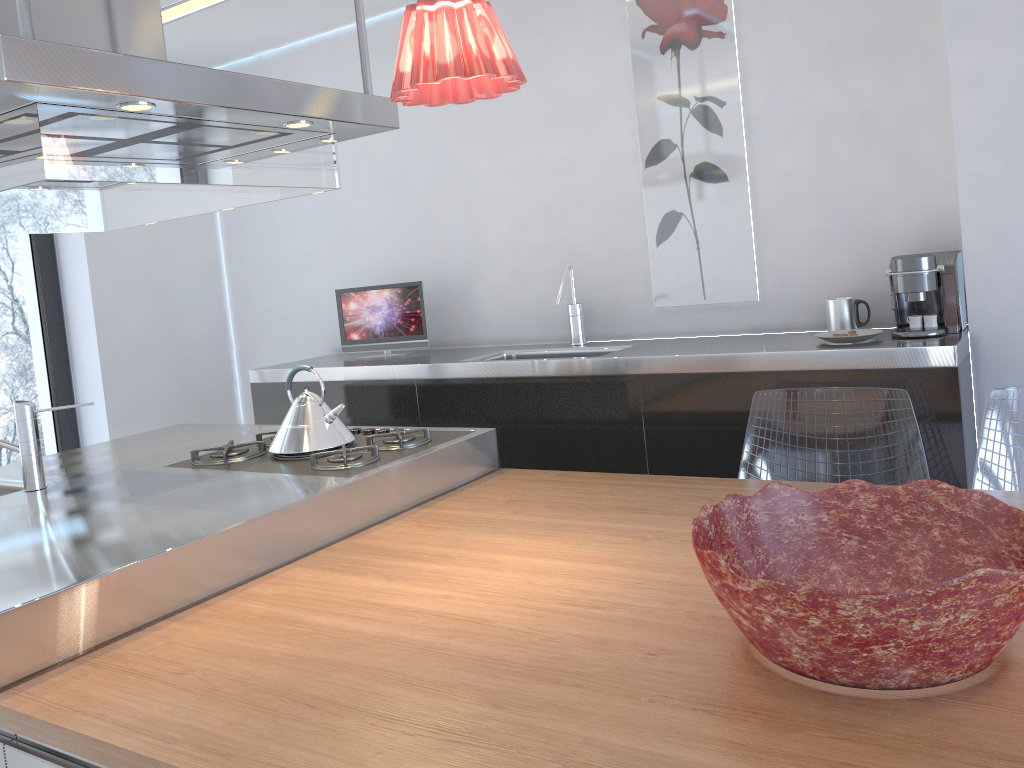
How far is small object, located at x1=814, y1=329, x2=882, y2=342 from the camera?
2.6 meters

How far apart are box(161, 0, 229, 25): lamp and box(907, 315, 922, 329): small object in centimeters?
287cm

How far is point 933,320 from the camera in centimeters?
260cm

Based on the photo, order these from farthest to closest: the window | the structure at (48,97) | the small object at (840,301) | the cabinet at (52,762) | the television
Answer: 1. the window
2. the television
3. the small object at (840,301)
4. the structure at (48,97)
5. the cabinet at (52,762)

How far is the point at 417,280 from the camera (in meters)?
4.00

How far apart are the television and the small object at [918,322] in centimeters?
196cm

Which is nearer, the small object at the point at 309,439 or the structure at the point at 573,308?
the small object at the point at 309,439

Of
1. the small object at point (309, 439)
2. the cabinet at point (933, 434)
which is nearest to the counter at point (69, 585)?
the small object at point (309, 439)

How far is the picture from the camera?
3.11m

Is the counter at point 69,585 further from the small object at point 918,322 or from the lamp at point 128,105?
the small object at point 918,322
